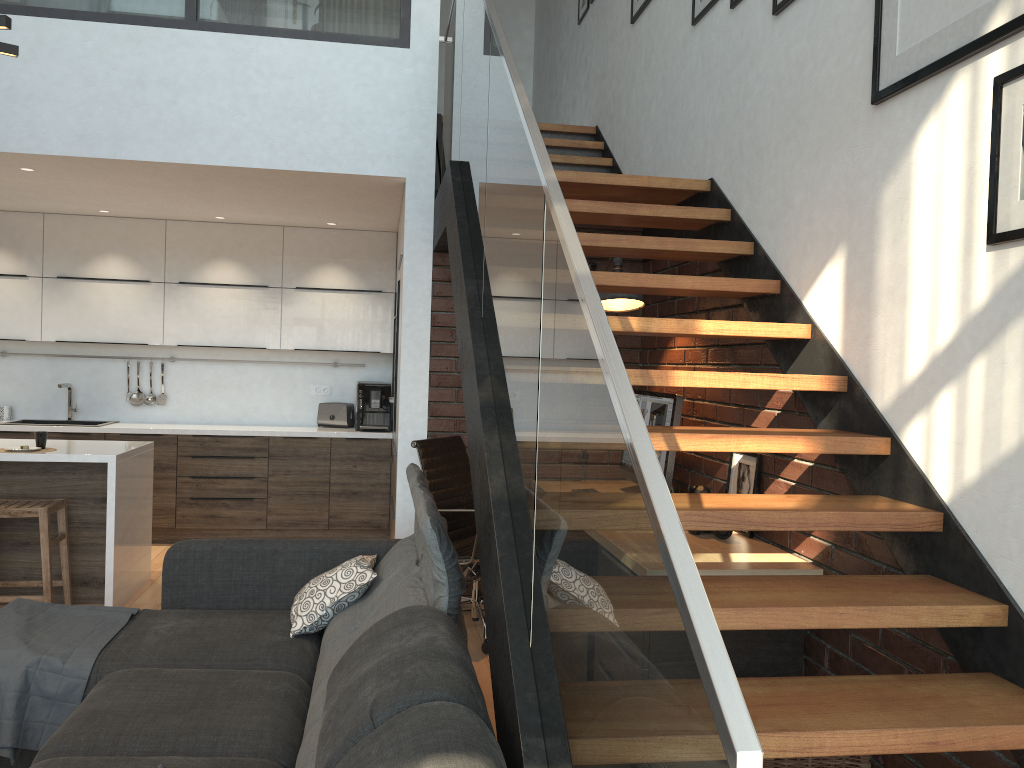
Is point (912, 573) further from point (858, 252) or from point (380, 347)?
point (380, 347)

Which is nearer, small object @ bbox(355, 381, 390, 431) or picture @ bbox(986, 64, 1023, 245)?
picture @ bbox(986, 64, 1023, 245)

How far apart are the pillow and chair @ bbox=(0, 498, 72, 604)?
1.9 meters

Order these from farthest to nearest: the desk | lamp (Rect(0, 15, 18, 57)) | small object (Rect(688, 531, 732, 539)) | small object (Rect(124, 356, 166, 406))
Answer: small object (Rect(124, 356, 166, 406)) < small object (Rect(688, 531, 732, 539)) < the desk < lamp (Rect(0, 15, 18, 57))

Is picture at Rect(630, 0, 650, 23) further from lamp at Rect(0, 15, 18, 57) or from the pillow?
lamp at Rect(0, 15, 18, 57)

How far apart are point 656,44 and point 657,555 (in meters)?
4.48

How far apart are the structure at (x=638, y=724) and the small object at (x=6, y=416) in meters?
3.9

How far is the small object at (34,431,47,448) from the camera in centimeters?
480cm

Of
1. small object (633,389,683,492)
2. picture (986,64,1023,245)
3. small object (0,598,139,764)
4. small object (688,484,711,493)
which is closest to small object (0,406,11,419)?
small object (0,598,139,764)

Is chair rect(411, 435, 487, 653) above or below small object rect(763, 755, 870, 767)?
above
